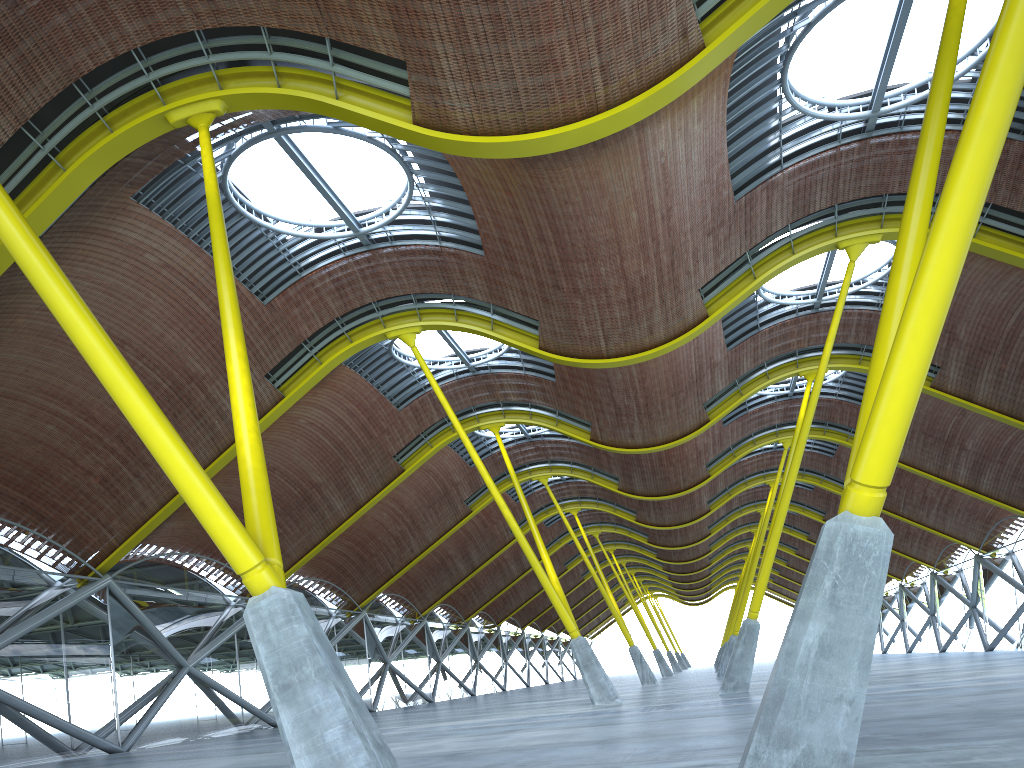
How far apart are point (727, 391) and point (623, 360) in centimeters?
1388cm

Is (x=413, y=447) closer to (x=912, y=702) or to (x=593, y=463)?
(x=593, y=463)
